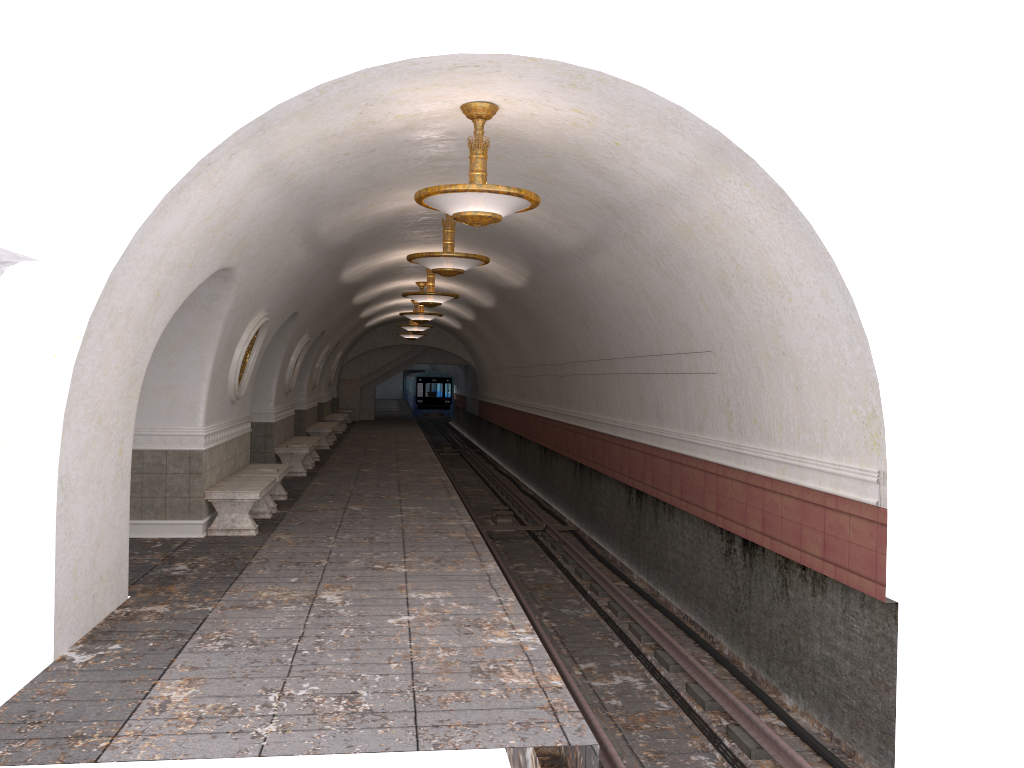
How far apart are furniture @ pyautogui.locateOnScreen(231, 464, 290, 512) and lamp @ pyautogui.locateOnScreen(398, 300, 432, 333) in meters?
12.1

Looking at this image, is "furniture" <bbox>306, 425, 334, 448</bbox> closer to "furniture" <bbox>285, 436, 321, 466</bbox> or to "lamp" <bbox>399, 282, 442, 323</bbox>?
"furniture" <bbox>285, 436, 321, 466</bbox>

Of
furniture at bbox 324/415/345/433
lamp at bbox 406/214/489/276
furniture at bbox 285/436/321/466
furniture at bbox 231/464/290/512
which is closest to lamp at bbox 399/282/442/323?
furniture at bbox 285/436/321/466

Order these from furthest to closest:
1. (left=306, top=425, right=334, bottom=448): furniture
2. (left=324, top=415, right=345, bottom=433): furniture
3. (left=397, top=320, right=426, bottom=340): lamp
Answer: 1. (left=397, top=320, right=426, bottom=340): lamp
2. (left=324, top=415, right=345, bottom=433): furniture
3. (left=306, top=425, right=334, bottom=448): furniture

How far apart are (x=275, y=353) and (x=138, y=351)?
8.9m

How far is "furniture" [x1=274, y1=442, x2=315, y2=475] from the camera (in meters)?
15.93

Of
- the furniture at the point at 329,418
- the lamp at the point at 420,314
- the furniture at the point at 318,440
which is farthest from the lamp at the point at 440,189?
the furniture at the point at 329,418

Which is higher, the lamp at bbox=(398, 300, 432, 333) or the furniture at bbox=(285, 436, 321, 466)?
the lamp at bbox=(398, 300, 432, 333)

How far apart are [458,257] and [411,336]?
19.50m

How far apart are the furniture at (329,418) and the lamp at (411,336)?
3.8 meters
